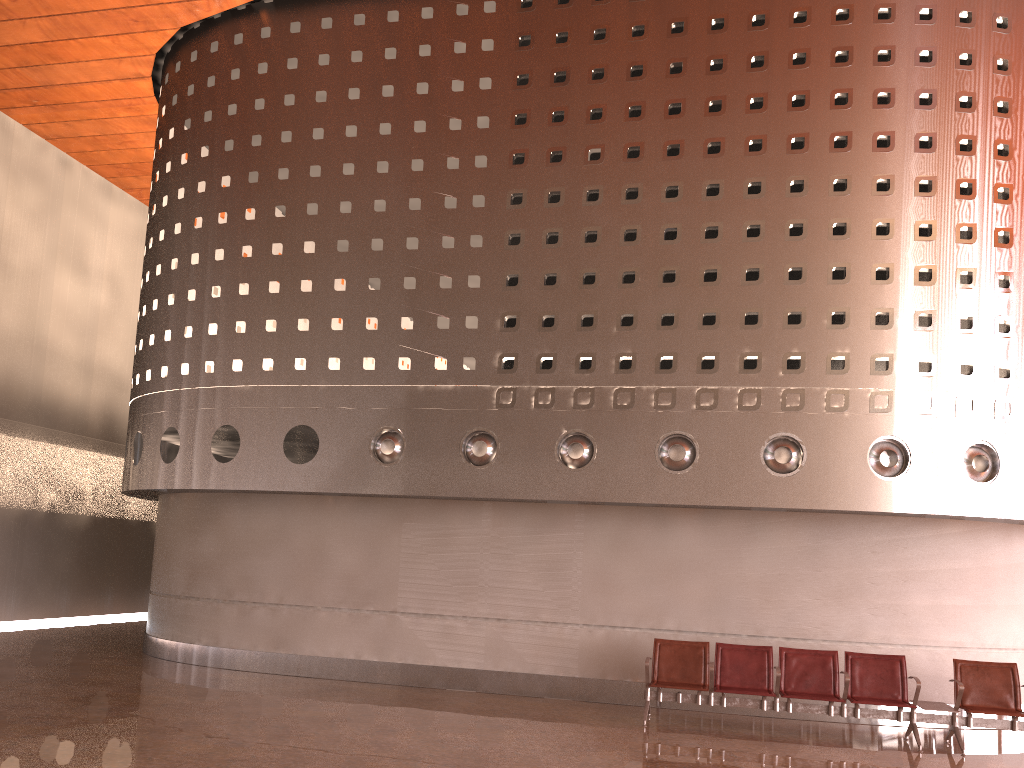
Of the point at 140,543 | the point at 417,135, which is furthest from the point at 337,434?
the point at 140,543
